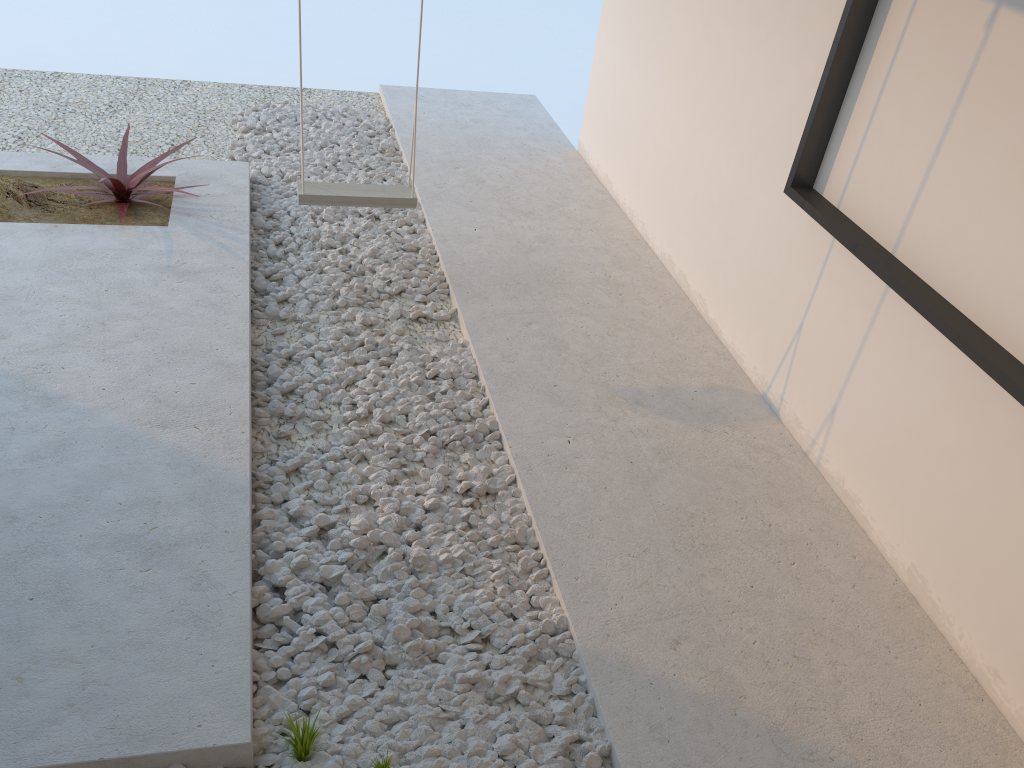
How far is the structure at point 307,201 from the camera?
3.51m

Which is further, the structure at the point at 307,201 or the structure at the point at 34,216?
the structure at the point at 34,216

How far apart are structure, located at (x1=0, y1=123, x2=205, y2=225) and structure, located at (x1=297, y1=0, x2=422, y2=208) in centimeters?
68cm

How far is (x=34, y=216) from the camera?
3.78m

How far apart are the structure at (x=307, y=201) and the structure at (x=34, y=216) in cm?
68

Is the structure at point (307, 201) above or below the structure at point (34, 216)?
above

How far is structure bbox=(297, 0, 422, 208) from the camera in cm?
351

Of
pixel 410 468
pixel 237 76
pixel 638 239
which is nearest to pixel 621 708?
pixel 410 468

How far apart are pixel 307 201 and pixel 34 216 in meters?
1.3
